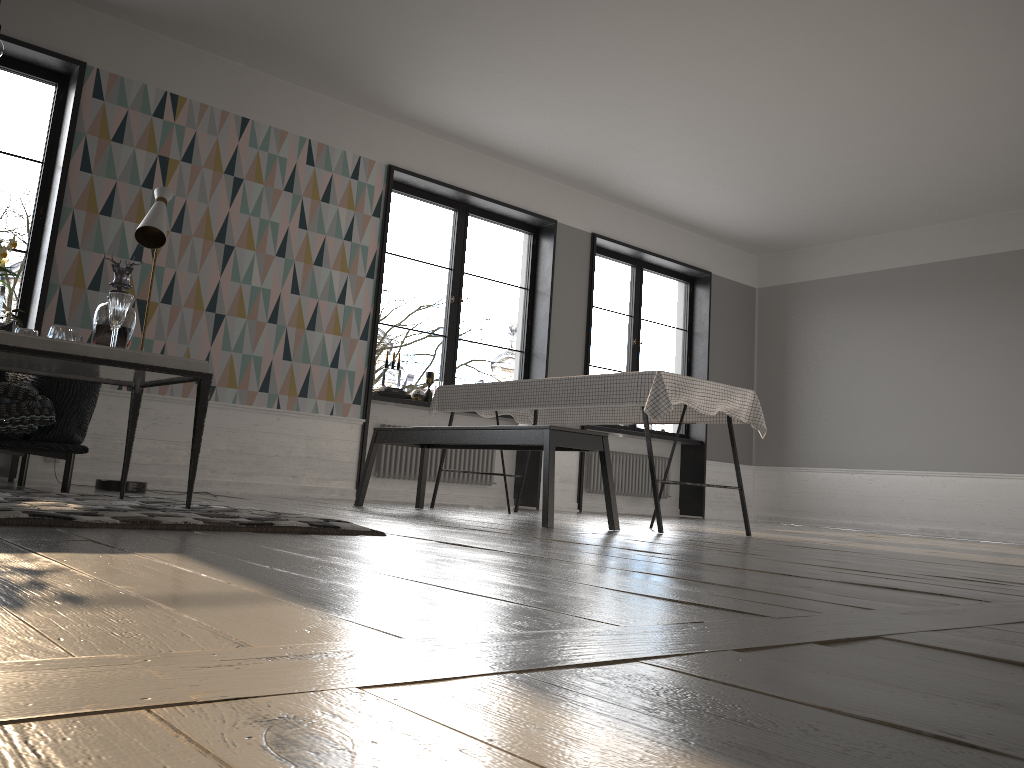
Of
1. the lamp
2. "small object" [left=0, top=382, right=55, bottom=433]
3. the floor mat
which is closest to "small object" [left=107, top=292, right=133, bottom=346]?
the floor mat

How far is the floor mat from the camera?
2.1 meters

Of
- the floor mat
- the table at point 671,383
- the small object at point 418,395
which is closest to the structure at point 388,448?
the small object at point 418,395

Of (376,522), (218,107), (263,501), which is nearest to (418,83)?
(218,107)

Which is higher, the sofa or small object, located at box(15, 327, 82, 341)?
small object, located at box(15, 327, 82, 341)

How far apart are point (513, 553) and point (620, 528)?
2.4 meters

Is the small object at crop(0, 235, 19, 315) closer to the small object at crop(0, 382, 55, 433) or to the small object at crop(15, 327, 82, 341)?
the small object at crop(15, 327, 82, 341)

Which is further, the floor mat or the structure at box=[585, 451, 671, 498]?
the structure at box=[585, 451, 671, 498]

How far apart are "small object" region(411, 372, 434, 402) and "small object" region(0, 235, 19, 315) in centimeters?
428cm

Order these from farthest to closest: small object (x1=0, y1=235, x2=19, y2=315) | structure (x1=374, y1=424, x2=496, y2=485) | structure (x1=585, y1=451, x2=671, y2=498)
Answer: structure (x1=585, y1=451, x2=671, y2=498), structure (x1=374, y1=424, x2=496, y2=485), small object (x1=0, y1=235, x2=19, y2=315)
